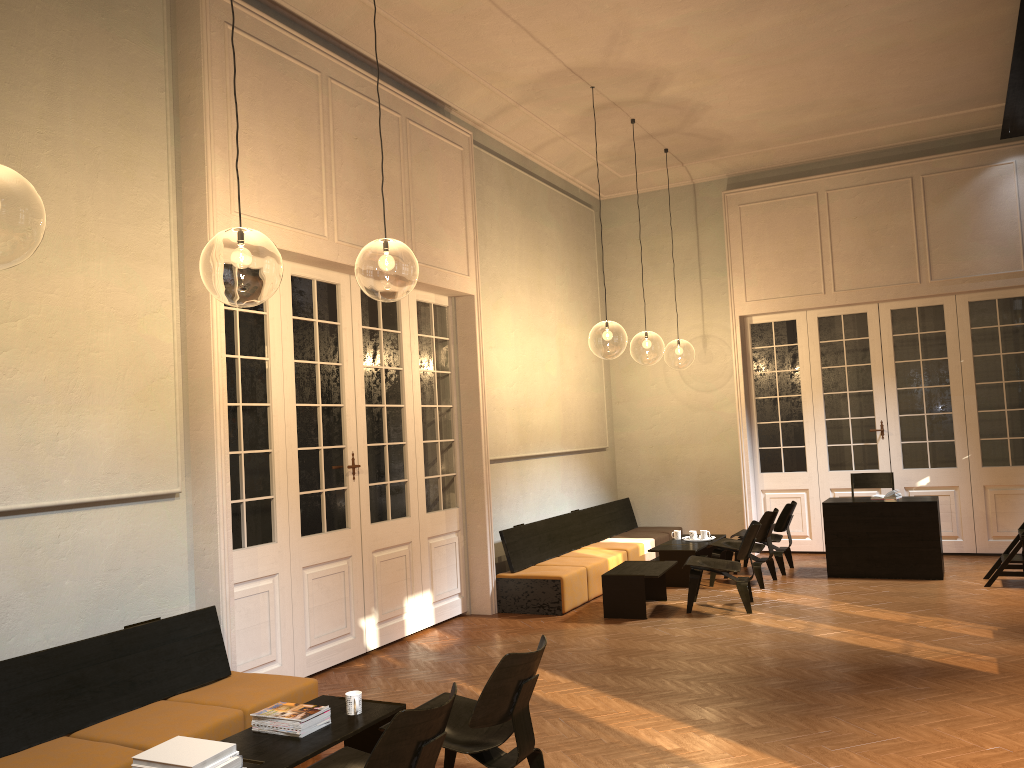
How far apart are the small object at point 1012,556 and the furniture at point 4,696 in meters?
6.9 m

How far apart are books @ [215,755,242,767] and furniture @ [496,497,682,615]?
5.21m

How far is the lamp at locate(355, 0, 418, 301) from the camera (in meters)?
11.08

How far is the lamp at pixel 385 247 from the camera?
11.1 meters

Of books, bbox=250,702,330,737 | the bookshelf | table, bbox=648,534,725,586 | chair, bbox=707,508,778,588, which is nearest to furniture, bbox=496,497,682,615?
table, bbox=648,534,725,586

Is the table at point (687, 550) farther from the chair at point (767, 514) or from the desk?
the desk

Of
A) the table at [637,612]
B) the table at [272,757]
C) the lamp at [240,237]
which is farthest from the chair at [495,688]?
the lamp at [240,237]

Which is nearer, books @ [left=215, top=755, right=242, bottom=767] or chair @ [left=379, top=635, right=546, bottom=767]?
books @ [left=215, top=755, right=242, bottom=767]

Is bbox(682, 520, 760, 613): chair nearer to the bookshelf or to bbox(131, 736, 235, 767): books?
the bookshelf

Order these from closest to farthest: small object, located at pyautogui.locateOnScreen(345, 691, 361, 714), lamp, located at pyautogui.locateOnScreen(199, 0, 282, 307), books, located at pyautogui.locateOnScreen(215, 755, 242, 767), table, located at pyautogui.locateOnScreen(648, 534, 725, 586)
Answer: books, located at pyautogui.locateOnScreen(215, 755, 242, 767)
small object, located at pyautogui.locateOnScreen(345, 691, 361, 714)
lamp, located at pyautogui.locateOnScreen(199, 0, 282, 307)
table, located at pyautogui.locateOnScreen(648, 534, 725, 586)
